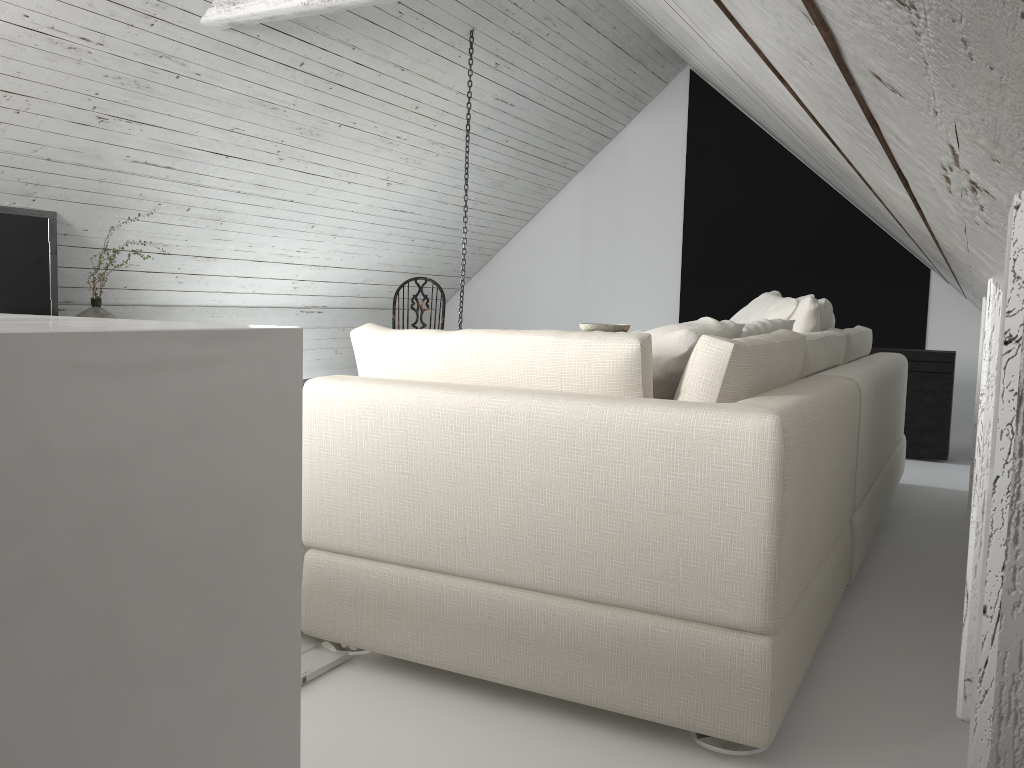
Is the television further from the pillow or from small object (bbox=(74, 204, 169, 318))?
the pillow

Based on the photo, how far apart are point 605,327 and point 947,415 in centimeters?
207cm

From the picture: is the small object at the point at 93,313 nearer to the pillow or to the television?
the television

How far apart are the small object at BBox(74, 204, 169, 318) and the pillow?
3.3m

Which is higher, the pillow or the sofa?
the pillow

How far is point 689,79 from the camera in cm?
748

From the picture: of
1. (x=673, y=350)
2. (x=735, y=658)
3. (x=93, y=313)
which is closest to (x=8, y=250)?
(x=93, y=313)

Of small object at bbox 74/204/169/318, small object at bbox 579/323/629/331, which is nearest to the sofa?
small object at bbox 579/323/629/331

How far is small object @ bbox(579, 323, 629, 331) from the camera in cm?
576

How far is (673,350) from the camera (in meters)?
1.91
